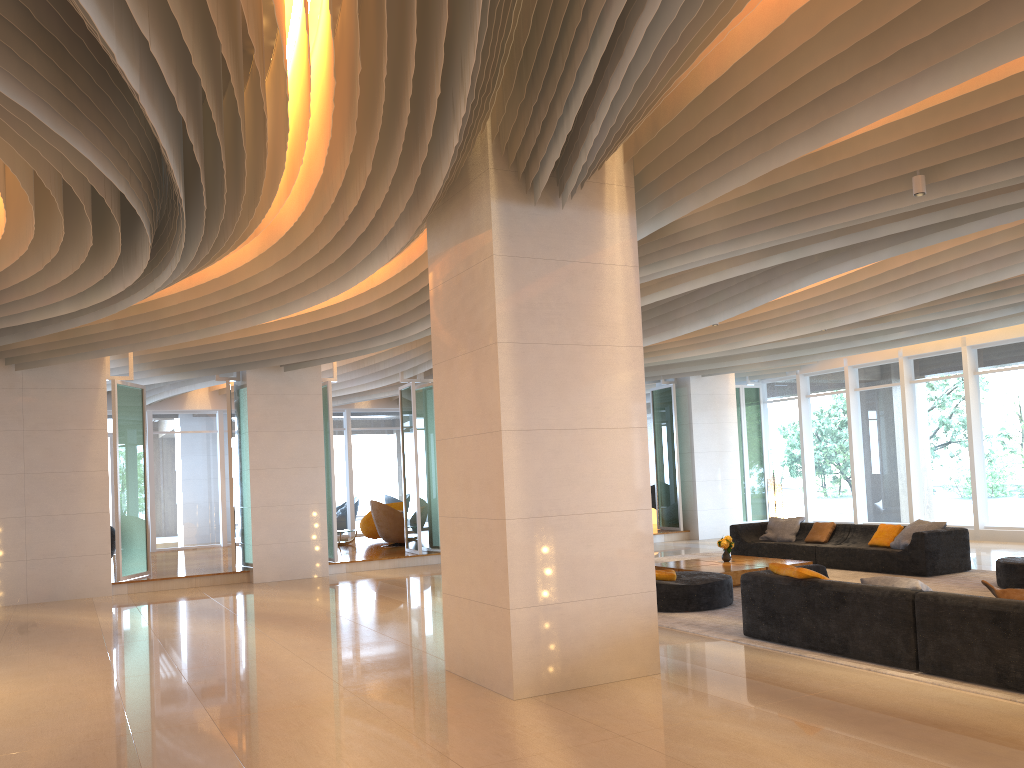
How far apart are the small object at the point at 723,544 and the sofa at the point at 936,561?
1.5m

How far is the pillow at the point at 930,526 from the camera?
11.8m

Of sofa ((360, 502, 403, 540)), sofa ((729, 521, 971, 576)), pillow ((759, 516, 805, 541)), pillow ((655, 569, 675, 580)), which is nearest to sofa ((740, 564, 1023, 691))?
pillow ((655, 569, 675, 580))

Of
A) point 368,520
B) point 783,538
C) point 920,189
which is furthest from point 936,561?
point 368,520

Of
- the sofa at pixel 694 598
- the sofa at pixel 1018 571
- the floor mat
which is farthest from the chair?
the sofa at pixel 1018 571

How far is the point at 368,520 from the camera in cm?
2030

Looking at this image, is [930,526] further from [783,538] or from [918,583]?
[918,583]

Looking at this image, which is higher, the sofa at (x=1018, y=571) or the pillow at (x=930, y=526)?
the pillow at (x=930, y=526)

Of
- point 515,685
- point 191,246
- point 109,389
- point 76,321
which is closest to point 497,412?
point 515,685

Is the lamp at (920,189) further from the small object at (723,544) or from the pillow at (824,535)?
the pillow at (824,535)
